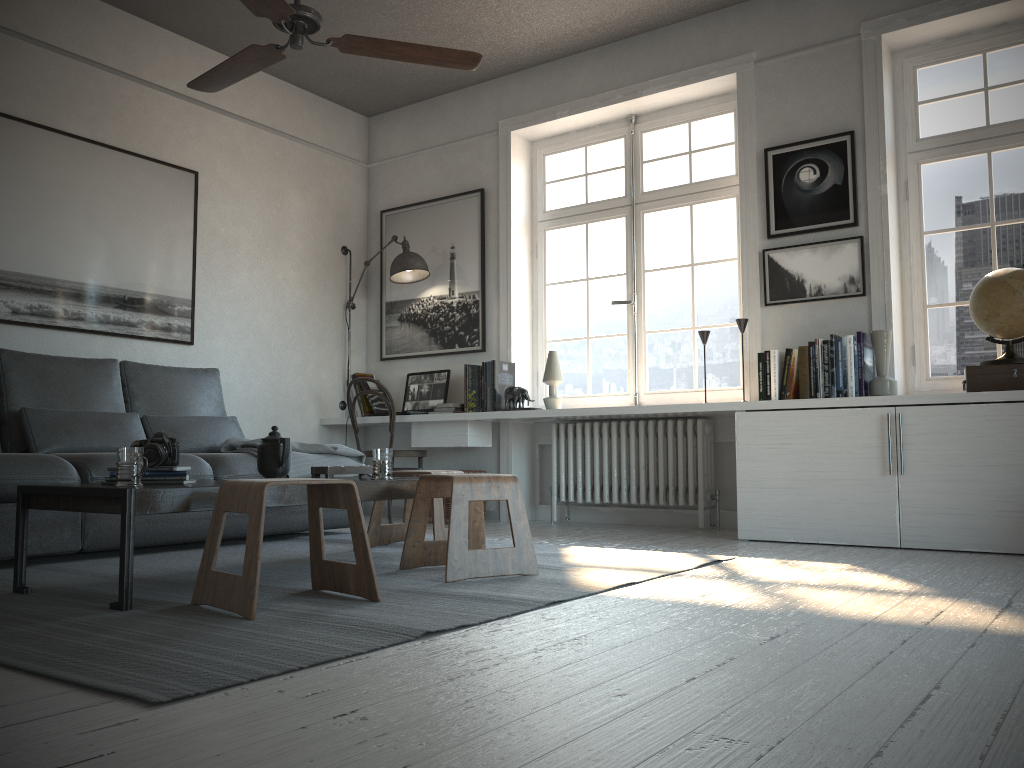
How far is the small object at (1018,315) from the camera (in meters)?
3.75

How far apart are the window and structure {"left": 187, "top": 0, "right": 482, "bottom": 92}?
2.21m

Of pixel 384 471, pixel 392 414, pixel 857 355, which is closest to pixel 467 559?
pixel 384 471

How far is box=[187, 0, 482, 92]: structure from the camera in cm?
298

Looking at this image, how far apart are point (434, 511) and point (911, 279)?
2.7 meters

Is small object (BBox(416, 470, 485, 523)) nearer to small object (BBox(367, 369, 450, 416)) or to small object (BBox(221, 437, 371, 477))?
small object (BBox(367, 369, 450, 416))

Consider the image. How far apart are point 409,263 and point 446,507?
1.6m

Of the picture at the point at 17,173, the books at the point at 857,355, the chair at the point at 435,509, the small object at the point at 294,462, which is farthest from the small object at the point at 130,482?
the books at the point at 857,355

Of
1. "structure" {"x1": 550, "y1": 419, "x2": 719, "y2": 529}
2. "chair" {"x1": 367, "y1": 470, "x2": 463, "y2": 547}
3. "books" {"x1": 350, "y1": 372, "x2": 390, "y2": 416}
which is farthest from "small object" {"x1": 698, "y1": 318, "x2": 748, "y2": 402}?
"books" {"x1": 350, "y1": 372, "x2": 390, "y2": 416}

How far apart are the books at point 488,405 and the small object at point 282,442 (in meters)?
2.31
